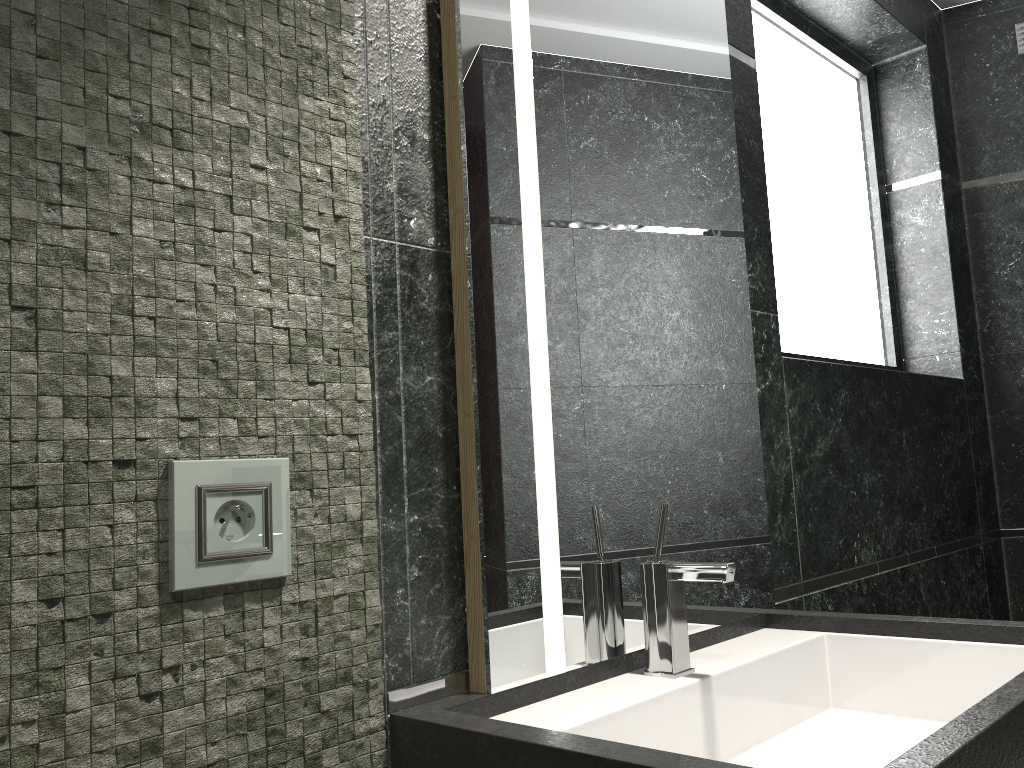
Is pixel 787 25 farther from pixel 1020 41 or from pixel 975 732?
pixel 975 732

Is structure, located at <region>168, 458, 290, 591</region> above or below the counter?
above

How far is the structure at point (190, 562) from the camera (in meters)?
0.92

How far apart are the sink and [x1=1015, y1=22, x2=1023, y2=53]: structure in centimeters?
215cm

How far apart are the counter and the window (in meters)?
1.30

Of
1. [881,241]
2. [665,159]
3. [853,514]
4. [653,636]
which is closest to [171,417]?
[653,636]

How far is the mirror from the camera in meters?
1.2 m

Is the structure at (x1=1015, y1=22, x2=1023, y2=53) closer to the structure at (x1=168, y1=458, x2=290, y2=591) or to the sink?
the sink

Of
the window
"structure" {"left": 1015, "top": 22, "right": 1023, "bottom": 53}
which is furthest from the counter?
"structure" {"left": 1015, "top": 22, "right": 1023, "bottom": 53}

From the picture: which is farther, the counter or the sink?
the sink
